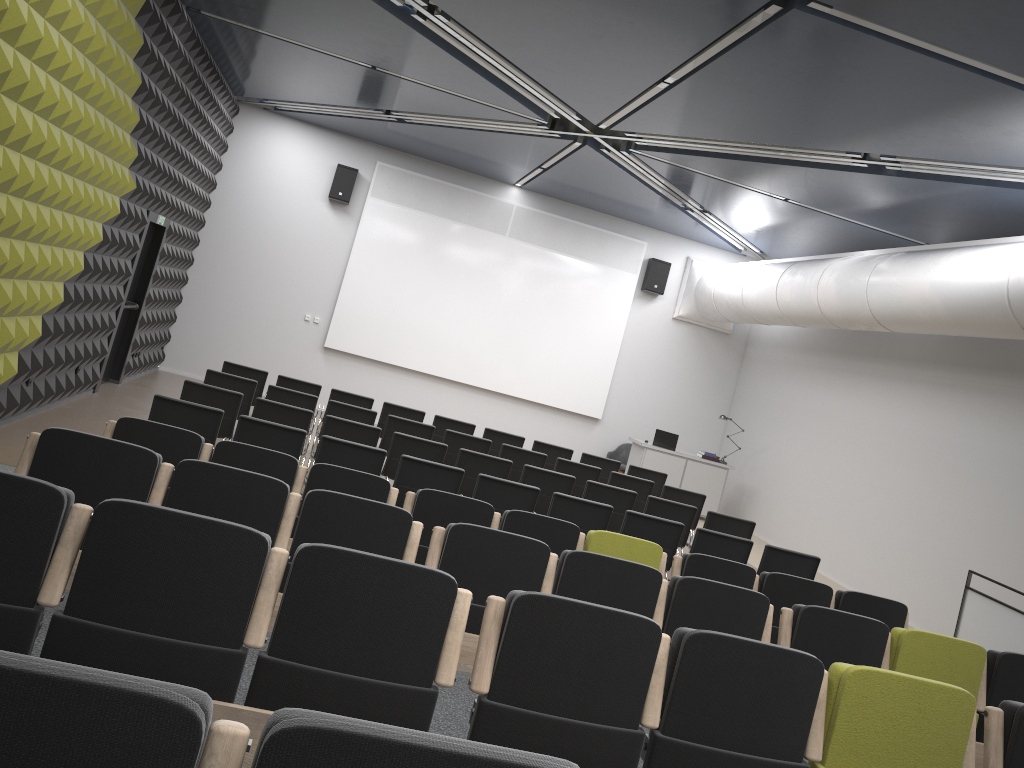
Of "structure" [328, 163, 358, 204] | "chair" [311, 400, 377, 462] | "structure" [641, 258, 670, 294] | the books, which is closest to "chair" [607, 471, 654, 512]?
"chair" [311, 400, 377, 462]

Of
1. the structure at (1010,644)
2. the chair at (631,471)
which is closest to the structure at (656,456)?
the chair at (631,471)

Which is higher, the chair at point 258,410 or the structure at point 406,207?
the structure at point 406,207

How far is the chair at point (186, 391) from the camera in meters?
8.3 m

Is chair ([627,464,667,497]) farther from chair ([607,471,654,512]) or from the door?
the door

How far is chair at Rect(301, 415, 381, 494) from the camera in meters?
8.6 m

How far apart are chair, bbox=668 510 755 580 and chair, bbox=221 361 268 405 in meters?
5.6 m

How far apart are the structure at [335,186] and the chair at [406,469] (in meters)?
8.93

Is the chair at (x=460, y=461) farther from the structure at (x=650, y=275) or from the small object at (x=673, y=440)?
the structure at (x=650, y=275)

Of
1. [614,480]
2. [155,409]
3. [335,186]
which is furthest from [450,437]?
[335,186]
